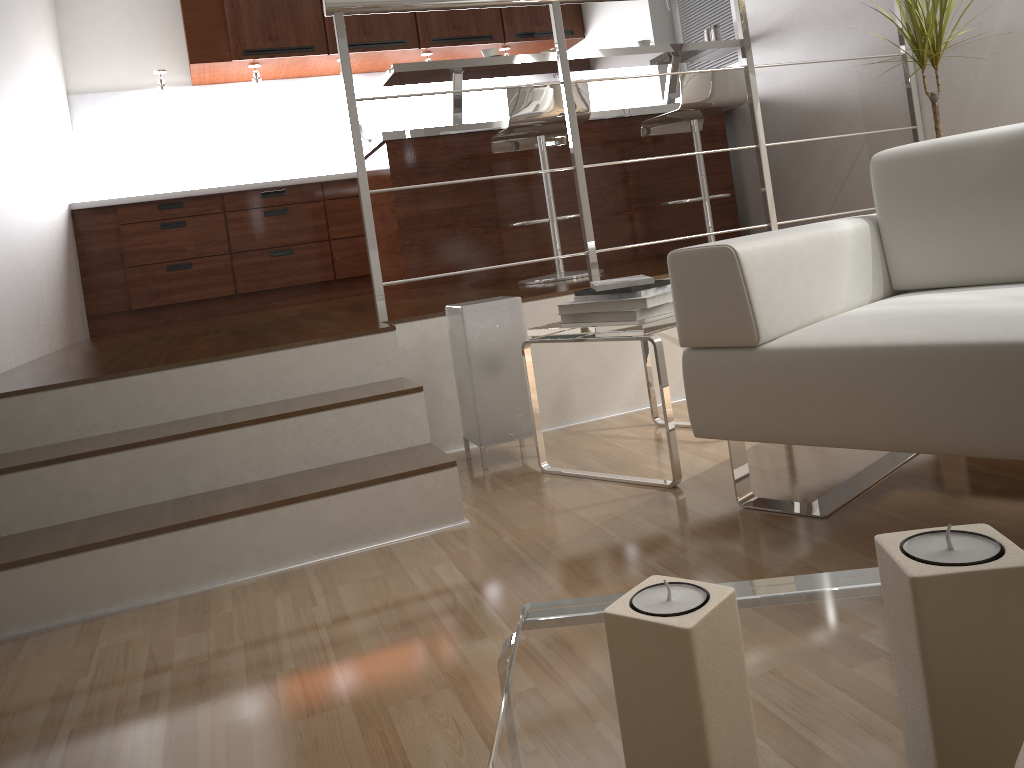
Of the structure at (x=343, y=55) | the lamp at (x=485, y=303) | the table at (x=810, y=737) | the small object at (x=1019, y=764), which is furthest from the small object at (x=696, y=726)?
the structure at (x=343, y=55)

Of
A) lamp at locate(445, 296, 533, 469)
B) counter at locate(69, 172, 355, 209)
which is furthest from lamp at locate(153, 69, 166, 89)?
lamp at locate(445, 296, 533, 469)

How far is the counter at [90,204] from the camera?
5.11m

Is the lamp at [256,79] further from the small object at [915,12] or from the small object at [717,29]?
the small object at [915,12]

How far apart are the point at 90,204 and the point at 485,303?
3.59m

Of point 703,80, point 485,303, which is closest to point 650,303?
point 485,303

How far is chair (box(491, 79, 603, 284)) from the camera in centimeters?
358cm

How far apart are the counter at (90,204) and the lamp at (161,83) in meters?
0.7

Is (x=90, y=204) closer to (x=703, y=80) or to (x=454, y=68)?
(x=454, y=68)

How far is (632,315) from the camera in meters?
2.2 m
